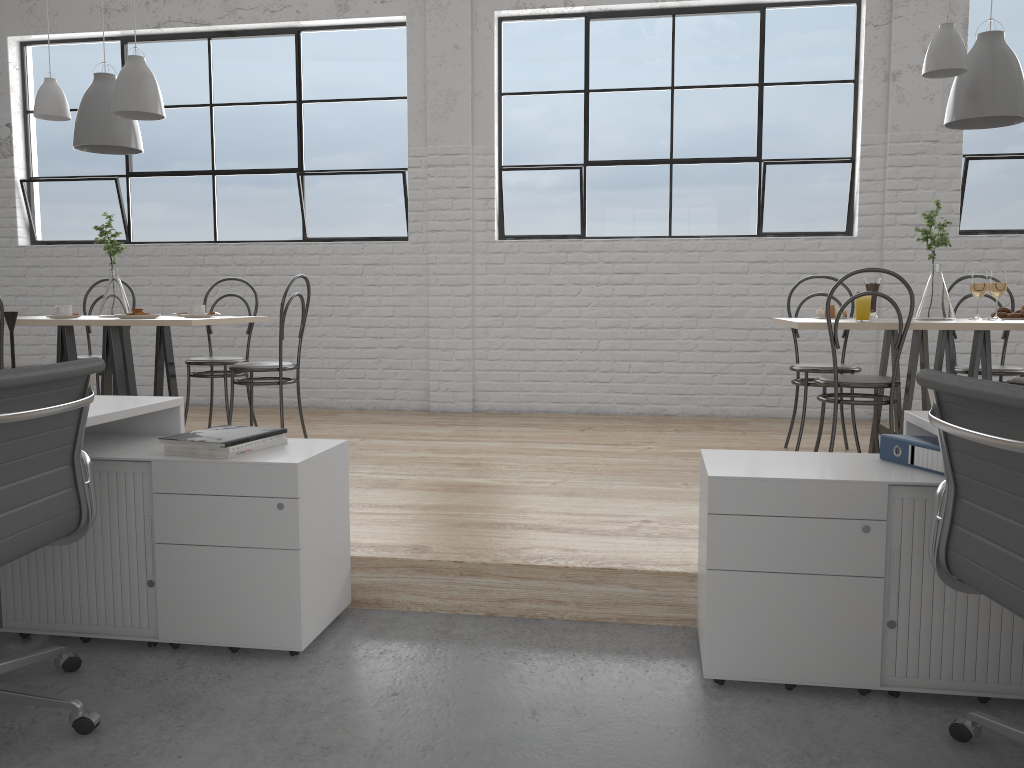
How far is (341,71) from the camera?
4.8 meters

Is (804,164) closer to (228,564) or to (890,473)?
(890,473)

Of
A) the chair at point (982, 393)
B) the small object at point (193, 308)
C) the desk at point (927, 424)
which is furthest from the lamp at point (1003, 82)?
the small object at point (193, 308)

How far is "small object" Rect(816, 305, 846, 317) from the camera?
3.3m

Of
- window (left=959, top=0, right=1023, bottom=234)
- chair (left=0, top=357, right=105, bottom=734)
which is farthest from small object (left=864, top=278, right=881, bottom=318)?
chair (left=0, top=357, right=105, bottom=734)

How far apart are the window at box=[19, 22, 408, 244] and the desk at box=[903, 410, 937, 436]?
3.37m

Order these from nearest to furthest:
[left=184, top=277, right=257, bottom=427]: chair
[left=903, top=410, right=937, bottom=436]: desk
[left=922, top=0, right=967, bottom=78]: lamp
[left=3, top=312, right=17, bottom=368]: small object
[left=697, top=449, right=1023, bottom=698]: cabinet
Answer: [left=697, top=449, right=1023, bottom=698]: cabinet
[left=903, top=410, right=937, bottom=436]: desk
[left=3, top=312, right=17, bottom=368]: small object
[left=922, top=0, right=967, bottom=78]: lamp
[left=184, top=277, right=257, bottom=427]: chair

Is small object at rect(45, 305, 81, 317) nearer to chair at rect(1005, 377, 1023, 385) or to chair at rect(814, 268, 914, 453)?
chair at rect(814, 268, 914, 453)

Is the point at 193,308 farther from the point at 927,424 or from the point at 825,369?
the point at 927,424

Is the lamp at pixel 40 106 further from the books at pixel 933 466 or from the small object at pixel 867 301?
the books at pixel 933 466
